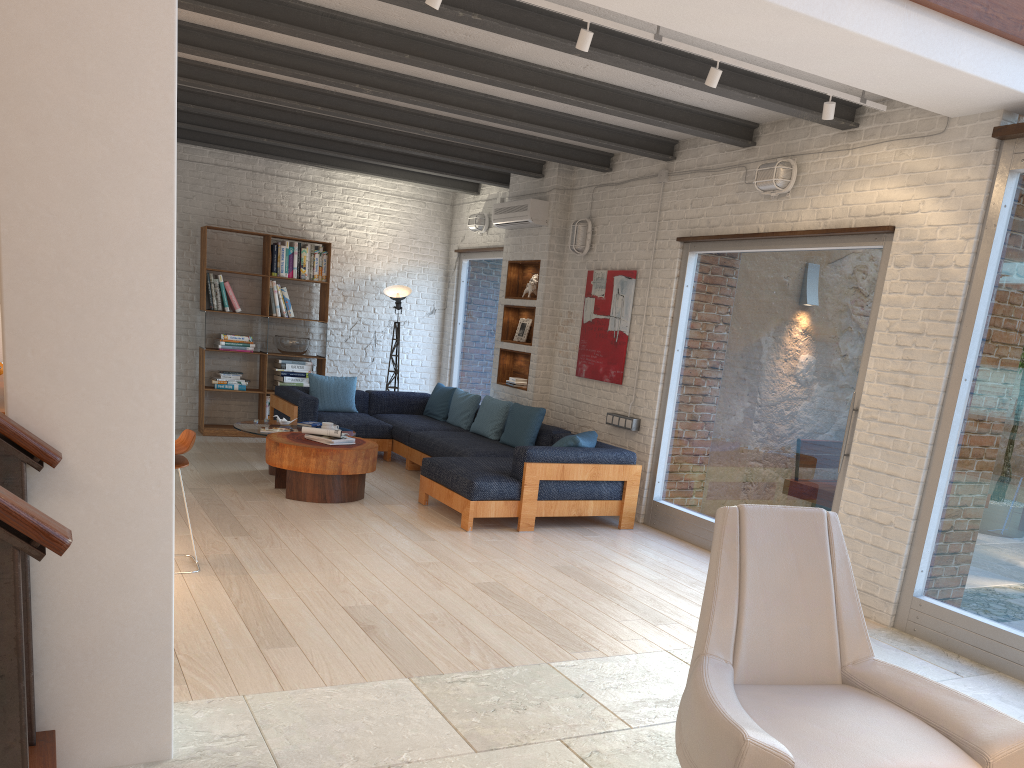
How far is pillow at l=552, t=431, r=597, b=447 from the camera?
6.9m

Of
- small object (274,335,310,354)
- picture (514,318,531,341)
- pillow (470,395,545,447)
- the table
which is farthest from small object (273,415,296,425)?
picture (514,318,531,341)

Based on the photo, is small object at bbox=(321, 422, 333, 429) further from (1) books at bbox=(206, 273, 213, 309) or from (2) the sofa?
(1) books at bbox=(206, 273, 213, 309)

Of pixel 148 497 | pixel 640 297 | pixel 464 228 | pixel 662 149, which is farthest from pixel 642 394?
pixel 148 497

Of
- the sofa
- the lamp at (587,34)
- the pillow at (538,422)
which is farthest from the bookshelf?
the lamp at (587,34)

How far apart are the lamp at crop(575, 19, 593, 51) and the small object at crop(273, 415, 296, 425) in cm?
499

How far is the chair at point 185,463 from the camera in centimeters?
478cm

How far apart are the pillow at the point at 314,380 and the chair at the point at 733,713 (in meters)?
6.86

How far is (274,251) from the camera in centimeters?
982cm

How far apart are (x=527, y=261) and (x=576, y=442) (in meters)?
2.72
